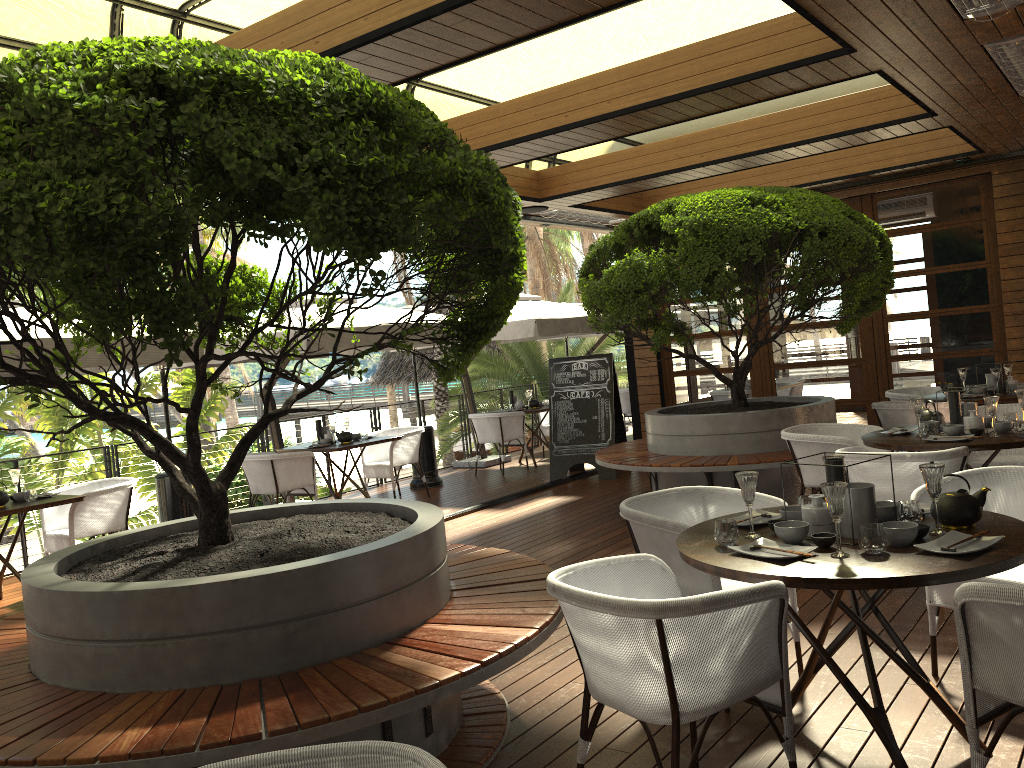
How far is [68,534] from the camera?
6.7 meters

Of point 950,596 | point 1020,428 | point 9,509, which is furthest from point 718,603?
point 9,509

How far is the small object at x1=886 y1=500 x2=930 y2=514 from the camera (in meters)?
3.28

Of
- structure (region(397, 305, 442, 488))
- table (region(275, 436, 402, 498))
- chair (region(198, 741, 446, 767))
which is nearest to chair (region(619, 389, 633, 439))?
structure (region(397, 305, 442, 488))

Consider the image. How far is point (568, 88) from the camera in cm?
598

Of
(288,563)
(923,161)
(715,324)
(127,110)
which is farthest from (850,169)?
(127,110)

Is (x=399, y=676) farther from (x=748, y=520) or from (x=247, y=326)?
(x=247, y=326)

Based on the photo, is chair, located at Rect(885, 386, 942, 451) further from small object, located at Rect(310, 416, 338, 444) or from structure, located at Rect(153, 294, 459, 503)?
small object, located at Rect(310, 416, 338, 444)

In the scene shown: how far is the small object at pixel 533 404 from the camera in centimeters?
1170cm

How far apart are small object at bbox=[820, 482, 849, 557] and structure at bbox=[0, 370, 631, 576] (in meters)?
7.39
